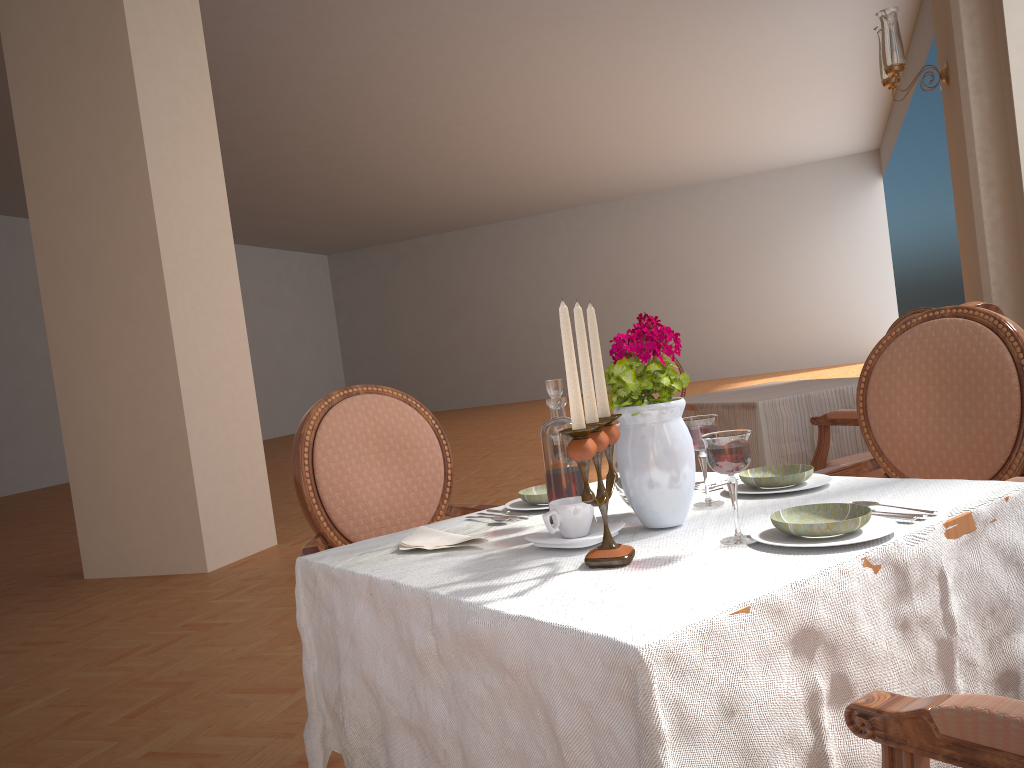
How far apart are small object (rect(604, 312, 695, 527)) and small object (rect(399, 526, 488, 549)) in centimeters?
23cm

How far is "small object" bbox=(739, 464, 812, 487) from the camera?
1.38m

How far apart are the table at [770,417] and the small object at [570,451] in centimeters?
215cm

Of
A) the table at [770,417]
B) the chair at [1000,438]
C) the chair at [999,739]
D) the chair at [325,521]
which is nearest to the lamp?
the table at [770,417]

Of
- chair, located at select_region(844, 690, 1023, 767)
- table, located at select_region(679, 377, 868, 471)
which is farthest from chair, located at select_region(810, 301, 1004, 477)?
chair, located at select_region(844, 690, 1023, 767)

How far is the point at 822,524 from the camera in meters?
1.0 m

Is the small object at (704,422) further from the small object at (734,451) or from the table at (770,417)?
the table at (770,417)

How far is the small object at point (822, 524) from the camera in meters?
1.0

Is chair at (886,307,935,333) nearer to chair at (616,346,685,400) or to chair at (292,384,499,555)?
chair at (616,346,685,400)

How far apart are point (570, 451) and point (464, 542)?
0.4 meters
